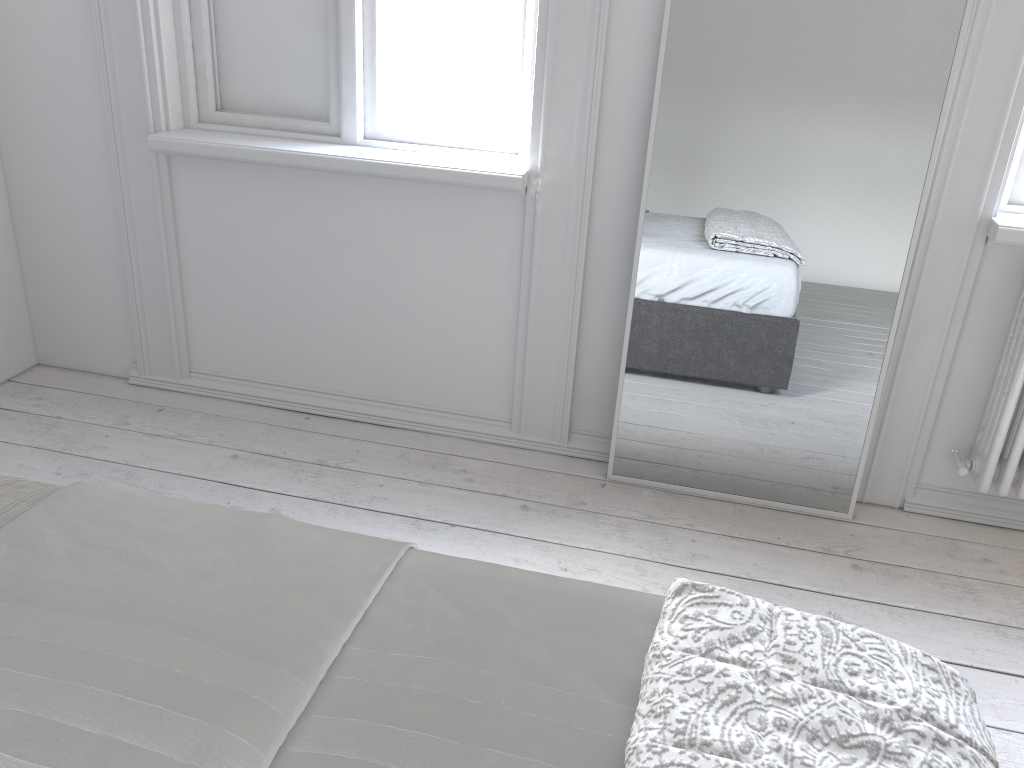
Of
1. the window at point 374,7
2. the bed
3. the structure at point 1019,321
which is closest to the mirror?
the structure at point 1019,321

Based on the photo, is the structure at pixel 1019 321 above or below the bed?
below

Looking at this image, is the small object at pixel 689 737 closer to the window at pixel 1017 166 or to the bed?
the bed

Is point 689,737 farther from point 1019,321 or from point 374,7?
point 374,7

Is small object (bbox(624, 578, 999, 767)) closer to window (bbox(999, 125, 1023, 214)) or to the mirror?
the mirror

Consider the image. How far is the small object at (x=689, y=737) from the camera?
0.89m

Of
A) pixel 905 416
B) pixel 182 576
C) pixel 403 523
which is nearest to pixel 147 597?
pixel 182 576

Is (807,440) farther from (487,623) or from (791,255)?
(487,623)

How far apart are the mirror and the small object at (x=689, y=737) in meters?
1.3 m

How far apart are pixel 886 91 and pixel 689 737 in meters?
1.7
